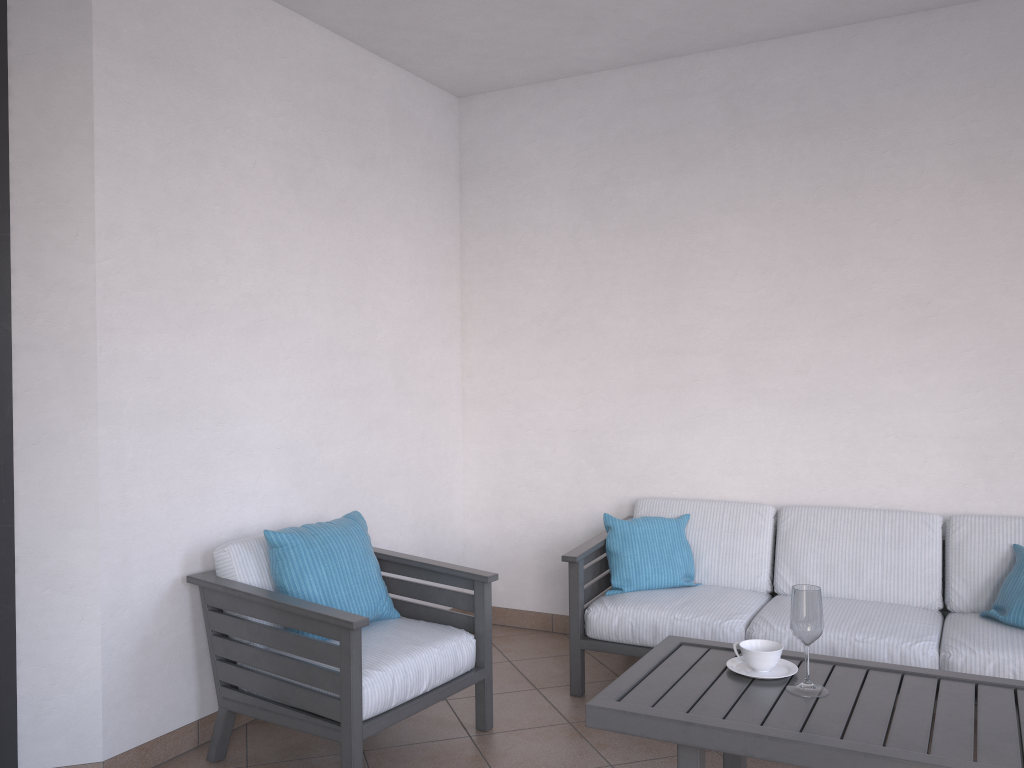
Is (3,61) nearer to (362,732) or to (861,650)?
(362,732)

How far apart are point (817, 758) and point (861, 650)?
1.25m

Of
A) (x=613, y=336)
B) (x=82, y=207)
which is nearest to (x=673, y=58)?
(x=613, y=336)

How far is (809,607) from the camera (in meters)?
2.40

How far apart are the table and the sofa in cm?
58

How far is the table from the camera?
2.07m

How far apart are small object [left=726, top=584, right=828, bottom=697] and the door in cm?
225

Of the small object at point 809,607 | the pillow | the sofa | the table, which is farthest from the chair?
the pillow

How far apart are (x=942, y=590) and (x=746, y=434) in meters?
1.1

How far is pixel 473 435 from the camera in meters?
4.9
